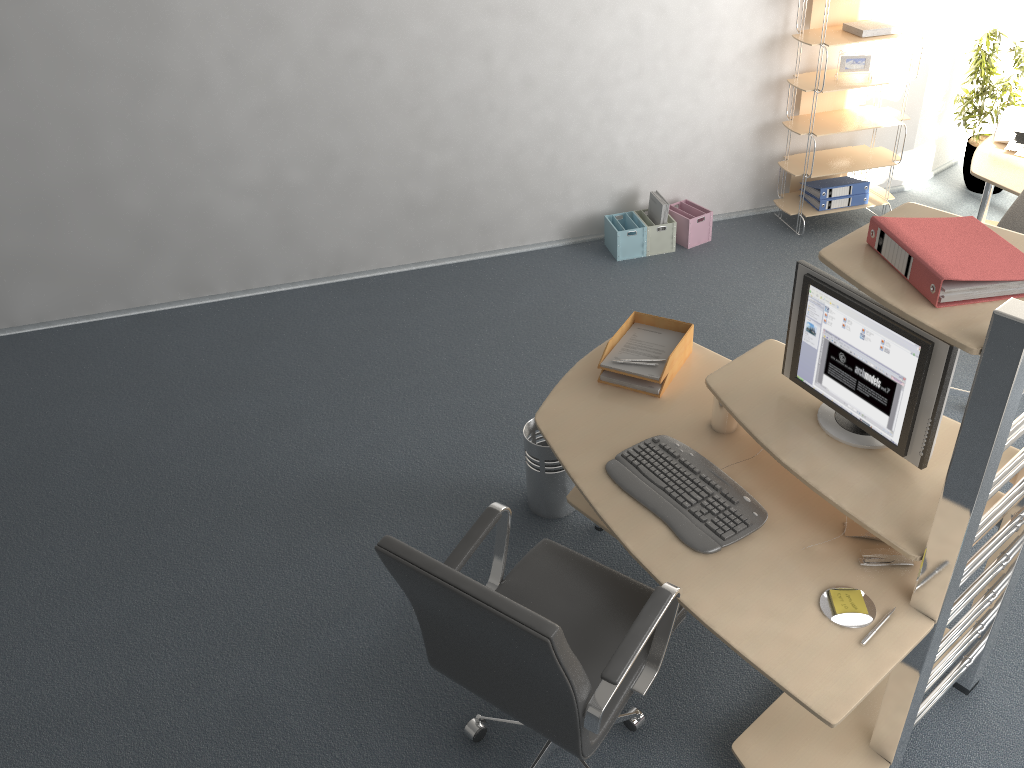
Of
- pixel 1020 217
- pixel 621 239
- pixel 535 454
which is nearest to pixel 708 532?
pixel 535 454

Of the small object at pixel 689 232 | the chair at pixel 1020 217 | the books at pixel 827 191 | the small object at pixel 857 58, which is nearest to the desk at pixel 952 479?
the chair at pixel 1020 217

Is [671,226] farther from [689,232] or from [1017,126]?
[1017,126]

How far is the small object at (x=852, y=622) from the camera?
2.1 meters

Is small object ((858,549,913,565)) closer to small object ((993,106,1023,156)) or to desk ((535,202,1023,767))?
desk ((535,202,1023,767))

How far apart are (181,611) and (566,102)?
3.4 meters

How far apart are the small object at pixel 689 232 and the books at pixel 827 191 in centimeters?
66cm

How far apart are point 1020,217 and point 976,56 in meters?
2.4

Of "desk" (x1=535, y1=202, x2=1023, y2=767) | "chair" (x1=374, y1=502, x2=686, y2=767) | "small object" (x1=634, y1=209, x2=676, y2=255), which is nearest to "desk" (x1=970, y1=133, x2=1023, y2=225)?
"small object" (x1=634, y1=209, x2=676, y2=255)

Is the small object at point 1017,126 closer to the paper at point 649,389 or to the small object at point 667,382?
the small object at point 667,382
